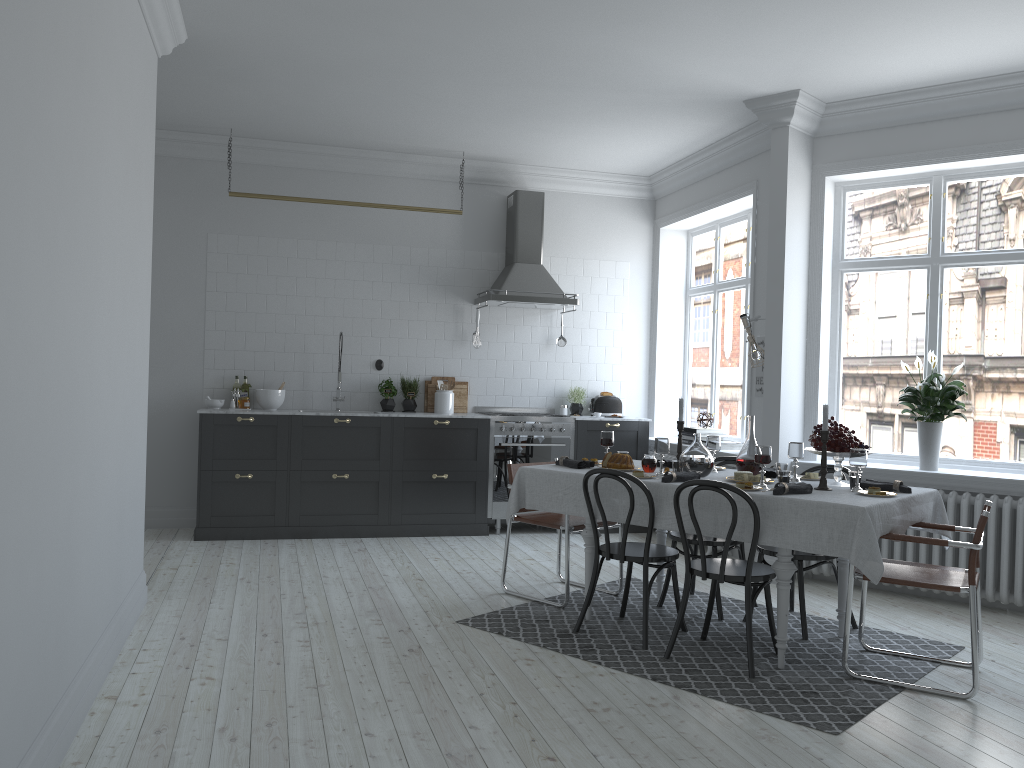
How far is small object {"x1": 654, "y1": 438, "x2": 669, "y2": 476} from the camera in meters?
4.8 m

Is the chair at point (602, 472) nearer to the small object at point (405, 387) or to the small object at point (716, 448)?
the small object at point (716, 448)

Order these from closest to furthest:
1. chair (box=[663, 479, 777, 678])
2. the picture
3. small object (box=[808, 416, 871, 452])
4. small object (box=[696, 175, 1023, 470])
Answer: chair (box=[663, 479, 777, 678]) → small object (box=[808, 416, 871, 452]) → small object (box=[696, 175, 1023, 470]) → the picture

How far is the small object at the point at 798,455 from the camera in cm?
481

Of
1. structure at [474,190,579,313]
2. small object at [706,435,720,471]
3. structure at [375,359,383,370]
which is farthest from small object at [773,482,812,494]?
structure at [375,359,383,370]

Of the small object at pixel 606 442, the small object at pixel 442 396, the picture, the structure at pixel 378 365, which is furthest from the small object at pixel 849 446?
the structure at pixel 378 365

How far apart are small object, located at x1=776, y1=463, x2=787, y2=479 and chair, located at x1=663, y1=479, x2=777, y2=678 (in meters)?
0.63

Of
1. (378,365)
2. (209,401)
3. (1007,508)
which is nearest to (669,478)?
(1007,508)

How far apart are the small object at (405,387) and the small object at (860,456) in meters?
4.3 m

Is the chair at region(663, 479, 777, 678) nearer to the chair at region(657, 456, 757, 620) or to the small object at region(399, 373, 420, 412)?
the chair at region(657, 456, 757, 620)
